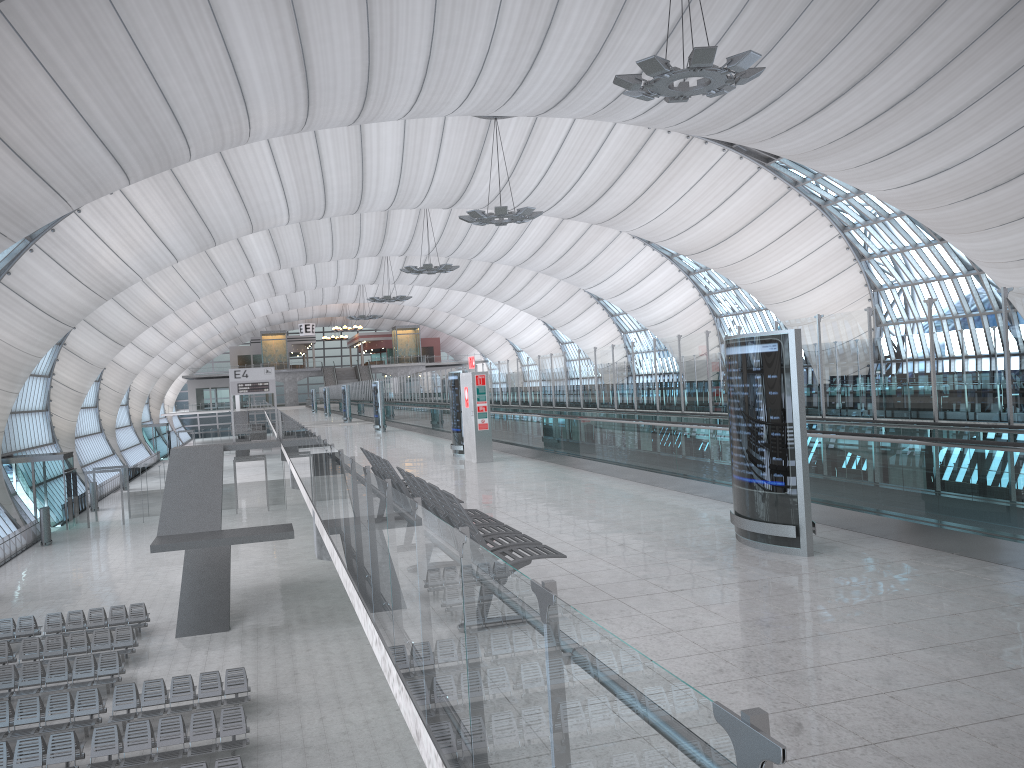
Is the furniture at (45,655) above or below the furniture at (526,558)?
below

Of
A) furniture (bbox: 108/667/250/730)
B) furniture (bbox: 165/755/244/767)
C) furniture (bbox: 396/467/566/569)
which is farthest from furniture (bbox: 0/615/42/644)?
furniture (bbox: 396/467/566/569)

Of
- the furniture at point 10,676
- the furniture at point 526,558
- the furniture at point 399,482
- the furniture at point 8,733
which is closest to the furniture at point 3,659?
the furniture at point 10,676

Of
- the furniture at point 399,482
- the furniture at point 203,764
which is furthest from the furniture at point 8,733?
the furniture at point 399,482

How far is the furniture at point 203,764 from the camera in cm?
1389

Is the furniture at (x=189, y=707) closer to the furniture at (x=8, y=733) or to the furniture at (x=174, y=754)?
the furniture at (x=8, y=733)

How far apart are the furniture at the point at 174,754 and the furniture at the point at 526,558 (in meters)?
10.33

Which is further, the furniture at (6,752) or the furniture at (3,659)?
the furniture at (3,659)

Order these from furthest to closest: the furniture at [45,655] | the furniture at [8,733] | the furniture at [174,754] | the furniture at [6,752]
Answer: the furniture at [45,655], the furniture at [8,733], the furniture at [174,754], the furniture at [6,752]

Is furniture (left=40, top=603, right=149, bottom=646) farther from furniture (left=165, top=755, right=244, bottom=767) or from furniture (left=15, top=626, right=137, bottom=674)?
furniture (left=165, top=755, right=244, bottom=767)
